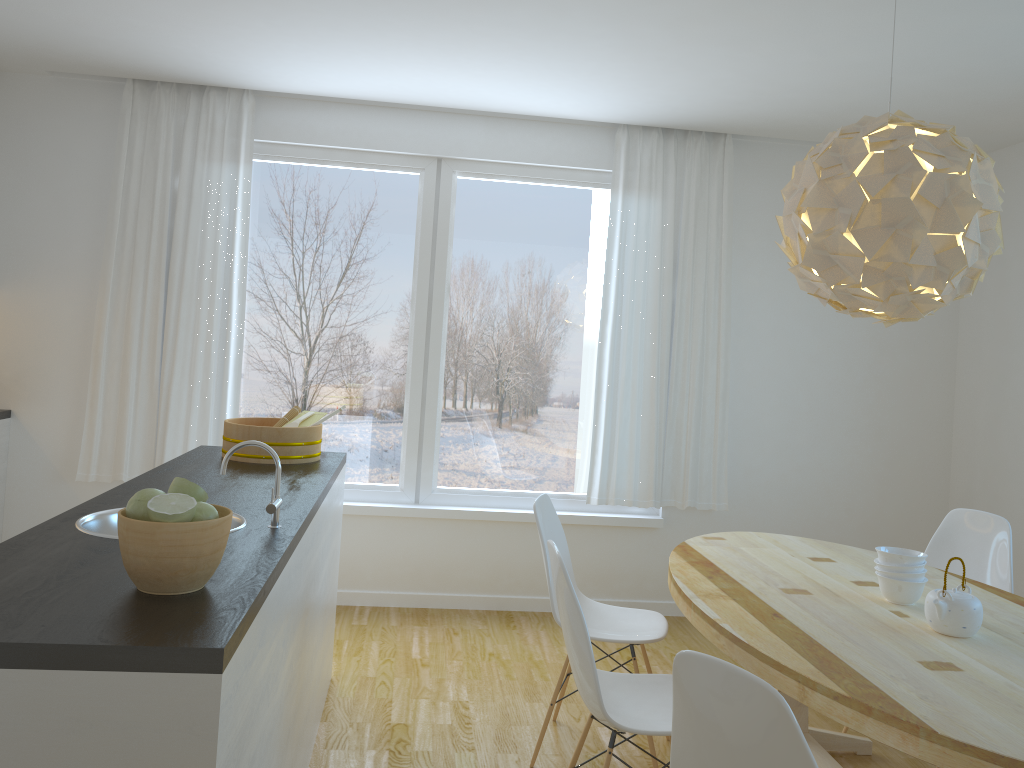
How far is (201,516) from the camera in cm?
168

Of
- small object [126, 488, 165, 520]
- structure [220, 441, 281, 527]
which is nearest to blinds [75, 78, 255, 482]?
structure [220, 441, 281, 527]

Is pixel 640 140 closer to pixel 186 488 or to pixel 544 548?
pixel 544 548

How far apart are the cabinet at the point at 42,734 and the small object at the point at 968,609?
1.7m

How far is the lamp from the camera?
2.4 meters

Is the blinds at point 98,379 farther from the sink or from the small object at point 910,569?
the small object at point 910,569

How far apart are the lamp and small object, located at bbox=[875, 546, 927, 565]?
0.7m

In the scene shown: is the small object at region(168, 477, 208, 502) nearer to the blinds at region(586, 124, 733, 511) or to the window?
the window

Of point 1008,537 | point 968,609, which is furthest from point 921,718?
point 1008,537

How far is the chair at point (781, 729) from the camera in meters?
1.5
